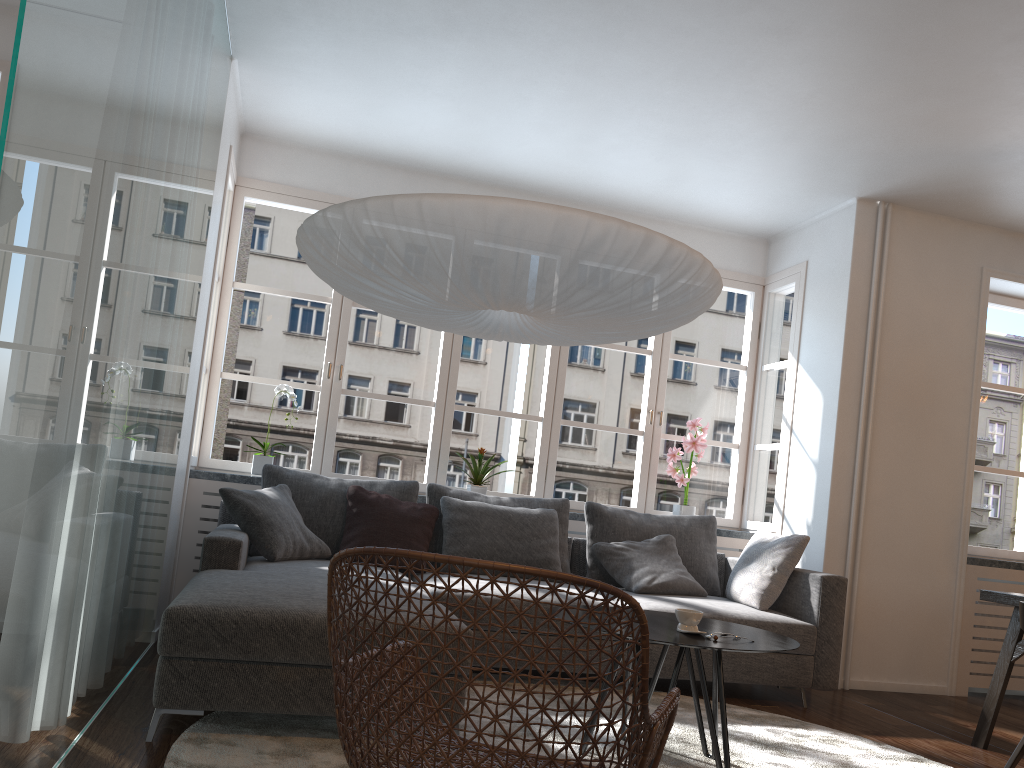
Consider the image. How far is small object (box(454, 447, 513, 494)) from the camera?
5.2 meters

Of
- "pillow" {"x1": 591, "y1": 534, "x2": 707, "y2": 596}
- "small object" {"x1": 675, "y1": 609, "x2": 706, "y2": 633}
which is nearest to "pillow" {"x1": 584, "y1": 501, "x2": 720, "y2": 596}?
"pillow" {"x1": 591, "y1": 534, "x2": 707, "y2": 596}

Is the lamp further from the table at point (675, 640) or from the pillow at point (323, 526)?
the pillow at point (323, 526)

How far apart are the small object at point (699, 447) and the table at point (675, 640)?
2.3 meters

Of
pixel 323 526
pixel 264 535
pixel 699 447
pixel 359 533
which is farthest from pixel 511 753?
pixel 699 447

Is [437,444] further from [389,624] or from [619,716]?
[389,624]

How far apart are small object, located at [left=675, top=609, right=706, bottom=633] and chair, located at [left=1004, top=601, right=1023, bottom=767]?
1.6 meters

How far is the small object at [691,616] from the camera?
2.81m

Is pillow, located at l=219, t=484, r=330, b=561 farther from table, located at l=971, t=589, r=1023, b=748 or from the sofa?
table, located at l=971, t=589, r=1023, b=748

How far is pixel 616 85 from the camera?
4.18m
